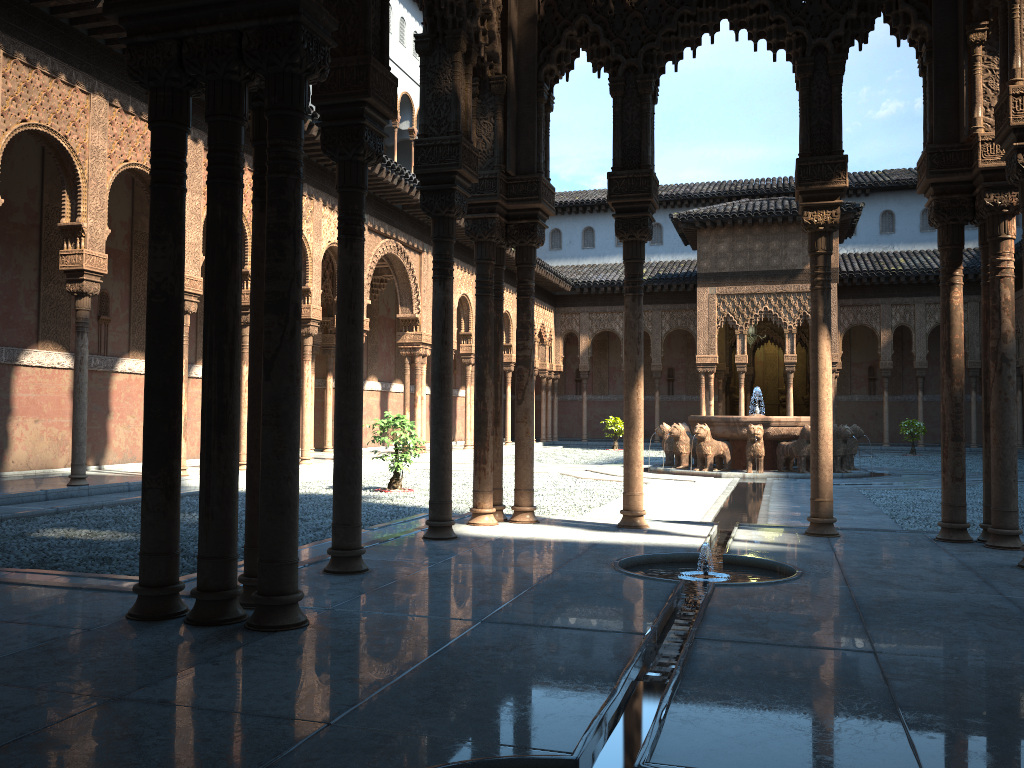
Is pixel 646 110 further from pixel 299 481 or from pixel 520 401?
pixel 299 481

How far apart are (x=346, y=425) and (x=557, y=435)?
32.11m

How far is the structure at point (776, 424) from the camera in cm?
1796

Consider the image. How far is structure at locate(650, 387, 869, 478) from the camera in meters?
18.0
